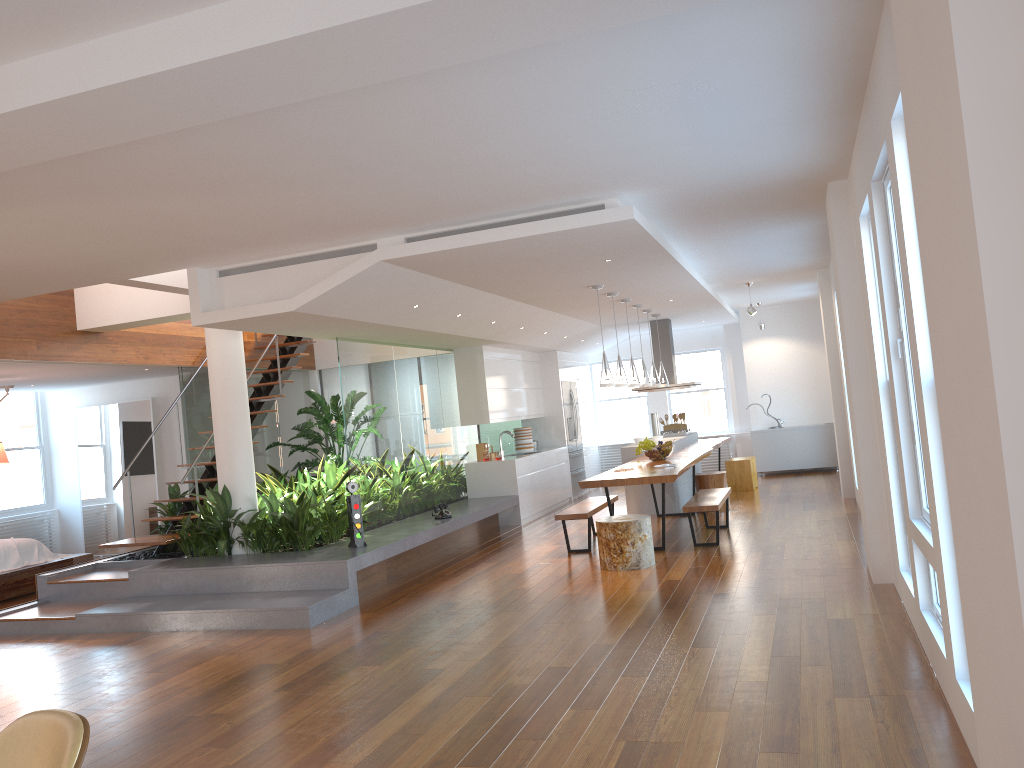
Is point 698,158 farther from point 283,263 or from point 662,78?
point 283,263

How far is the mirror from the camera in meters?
12.0

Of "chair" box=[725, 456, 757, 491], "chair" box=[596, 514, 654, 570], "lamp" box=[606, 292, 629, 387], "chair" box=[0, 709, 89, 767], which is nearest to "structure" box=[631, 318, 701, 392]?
"chair" box=[725, 456, 757, 491]

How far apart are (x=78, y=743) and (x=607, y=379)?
6.8m

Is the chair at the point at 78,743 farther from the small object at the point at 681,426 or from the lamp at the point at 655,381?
the small object at the point at 681,426

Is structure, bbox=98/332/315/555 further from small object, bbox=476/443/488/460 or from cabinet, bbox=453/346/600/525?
small object, bbox=476/443/488/460

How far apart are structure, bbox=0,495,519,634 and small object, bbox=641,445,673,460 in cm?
183

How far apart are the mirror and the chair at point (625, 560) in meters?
7.2

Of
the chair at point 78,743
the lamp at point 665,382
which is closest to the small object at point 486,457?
the lamp at point 665,382

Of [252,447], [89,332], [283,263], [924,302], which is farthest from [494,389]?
[924,302]
